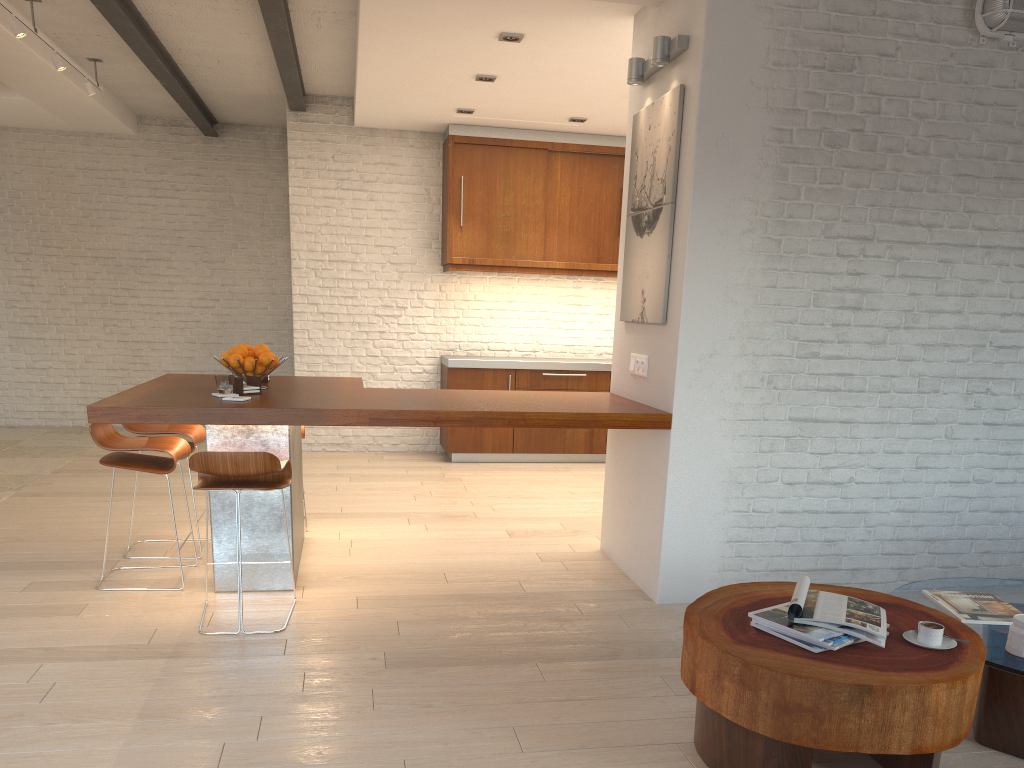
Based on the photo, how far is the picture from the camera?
4.1 meters

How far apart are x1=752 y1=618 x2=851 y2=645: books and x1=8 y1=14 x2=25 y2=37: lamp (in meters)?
5.49

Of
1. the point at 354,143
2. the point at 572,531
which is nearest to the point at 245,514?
the point at 572,531

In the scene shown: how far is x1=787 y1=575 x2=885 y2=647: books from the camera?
2.43m

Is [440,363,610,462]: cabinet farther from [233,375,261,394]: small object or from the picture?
[233,375,261,394]: small object

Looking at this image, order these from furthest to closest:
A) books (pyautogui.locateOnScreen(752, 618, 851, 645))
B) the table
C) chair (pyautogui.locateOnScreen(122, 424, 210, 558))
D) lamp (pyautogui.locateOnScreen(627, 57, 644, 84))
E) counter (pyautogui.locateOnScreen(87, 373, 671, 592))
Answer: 1. chair (pyautogui.locateOnScreen(122, 424, 210, 558))
2. lamp (pyautogui.locateOnScreen(627, 57, 644, 84))
3. counter (pyautogui.locateOnScreen(87, 373, 671, 592))
4. books (pyautogui.locateOnScreen(752, 618, 851, 645))
5. the table

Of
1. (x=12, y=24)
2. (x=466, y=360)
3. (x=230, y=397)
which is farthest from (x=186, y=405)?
(x=466, y=360)

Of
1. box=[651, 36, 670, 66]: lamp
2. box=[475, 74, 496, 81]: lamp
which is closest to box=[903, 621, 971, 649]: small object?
box=[651, 36, 670, 66]: lamp

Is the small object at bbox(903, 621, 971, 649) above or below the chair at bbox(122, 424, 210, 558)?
below

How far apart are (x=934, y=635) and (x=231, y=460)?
2.56m
